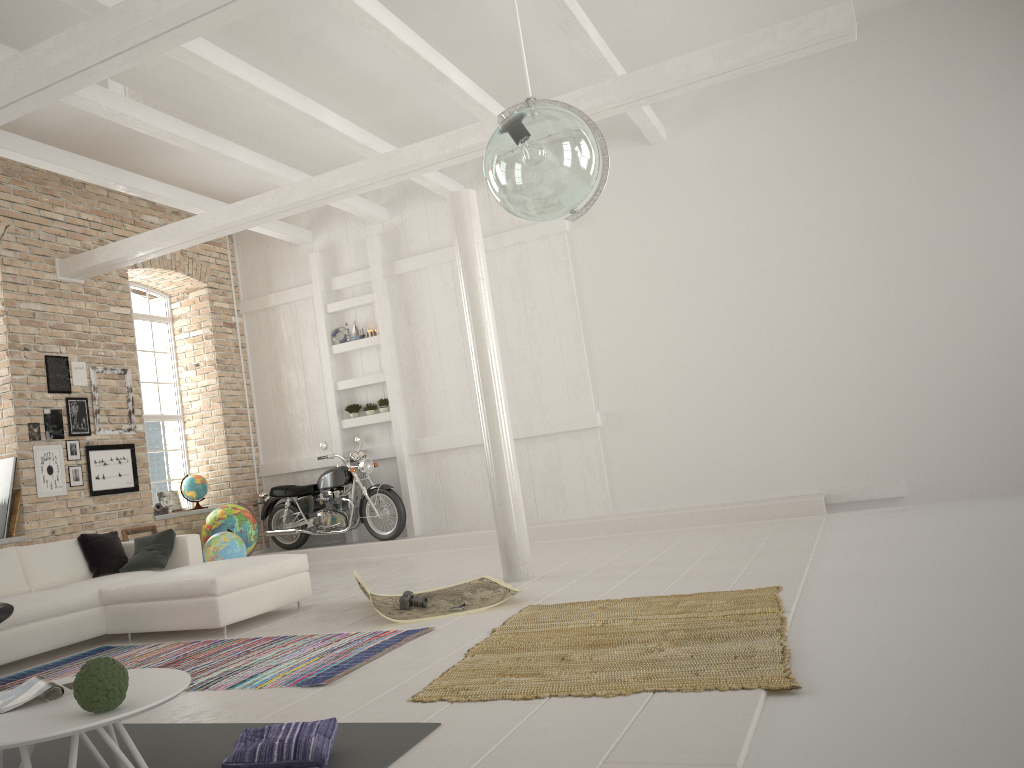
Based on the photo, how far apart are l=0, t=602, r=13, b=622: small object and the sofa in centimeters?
4cm

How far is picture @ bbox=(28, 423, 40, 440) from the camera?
8.7 meters

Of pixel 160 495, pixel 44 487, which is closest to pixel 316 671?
pixel 44 487

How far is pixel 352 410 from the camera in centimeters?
1112cm

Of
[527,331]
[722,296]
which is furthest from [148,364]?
[722,296]

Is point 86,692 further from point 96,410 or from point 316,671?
point 96,410

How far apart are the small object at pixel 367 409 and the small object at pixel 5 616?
5.8 meters

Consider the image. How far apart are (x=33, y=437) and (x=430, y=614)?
4.91m

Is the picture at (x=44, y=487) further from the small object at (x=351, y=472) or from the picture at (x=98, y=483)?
the small object at (x=351, y=472)

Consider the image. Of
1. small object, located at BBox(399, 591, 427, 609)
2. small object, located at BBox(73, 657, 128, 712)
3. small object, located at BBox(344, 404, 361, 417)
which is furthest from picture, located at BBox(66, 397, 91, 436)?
small object, located at BBox(73, 657, 128, 712)
